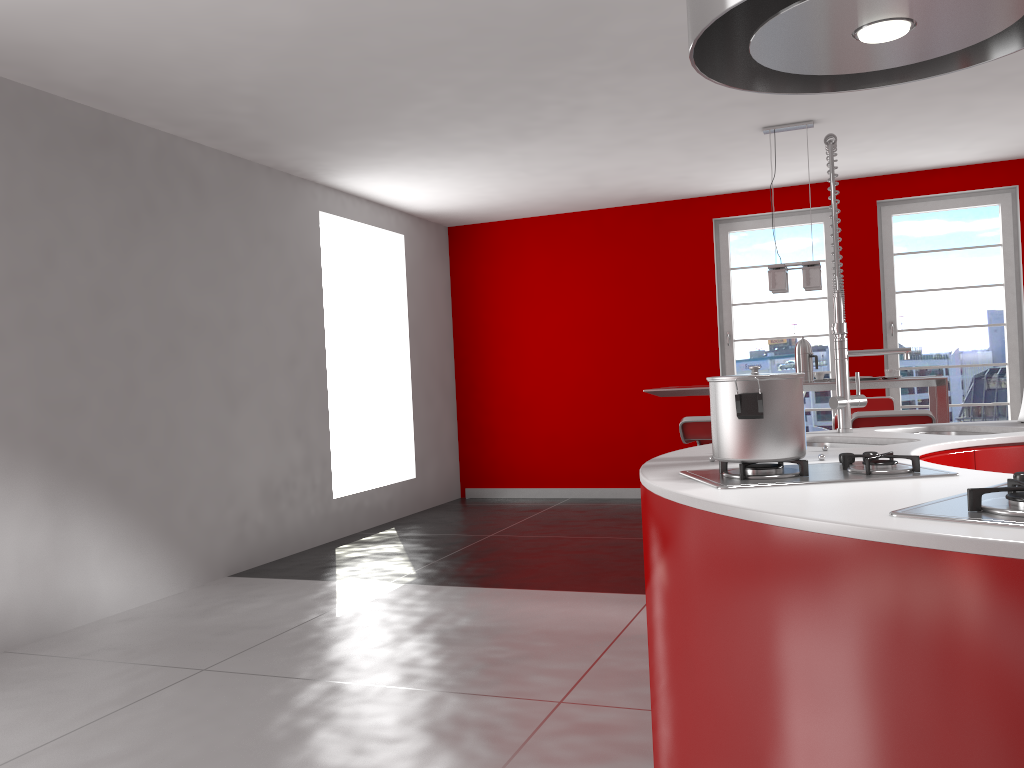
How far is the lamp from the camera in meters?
5.3 m

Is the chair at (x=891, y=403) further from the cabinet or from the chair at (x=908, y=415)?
the cabinet

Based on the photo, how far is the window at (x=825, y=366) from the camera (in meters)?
7.41

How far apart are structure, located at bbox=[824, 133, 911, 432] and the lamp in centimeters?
266cm

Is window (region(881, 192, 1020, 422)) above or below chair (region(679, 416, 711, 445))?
above

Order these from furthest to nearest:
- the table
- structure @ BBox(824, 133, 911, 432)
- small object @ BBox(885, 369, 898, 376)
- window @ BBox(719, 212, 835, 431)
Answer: window @ BBox(719, 212, 835, 431)
small object @ BBox(885, 369, 898, 376)
the table
structure @ BBox(824, 133, 911, 432)

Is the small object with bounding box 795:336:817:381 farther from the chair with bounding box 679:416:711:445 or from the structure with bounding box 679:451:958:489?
the structure with bounding box 679:451:958:489

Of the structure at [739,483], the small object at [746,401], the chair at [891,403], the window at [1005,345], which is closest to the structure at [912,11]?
the small object at [746,401]

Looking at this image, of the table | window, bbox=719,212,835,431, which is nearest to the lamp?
the table

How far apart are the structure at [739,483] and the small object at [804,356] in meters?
3.7
